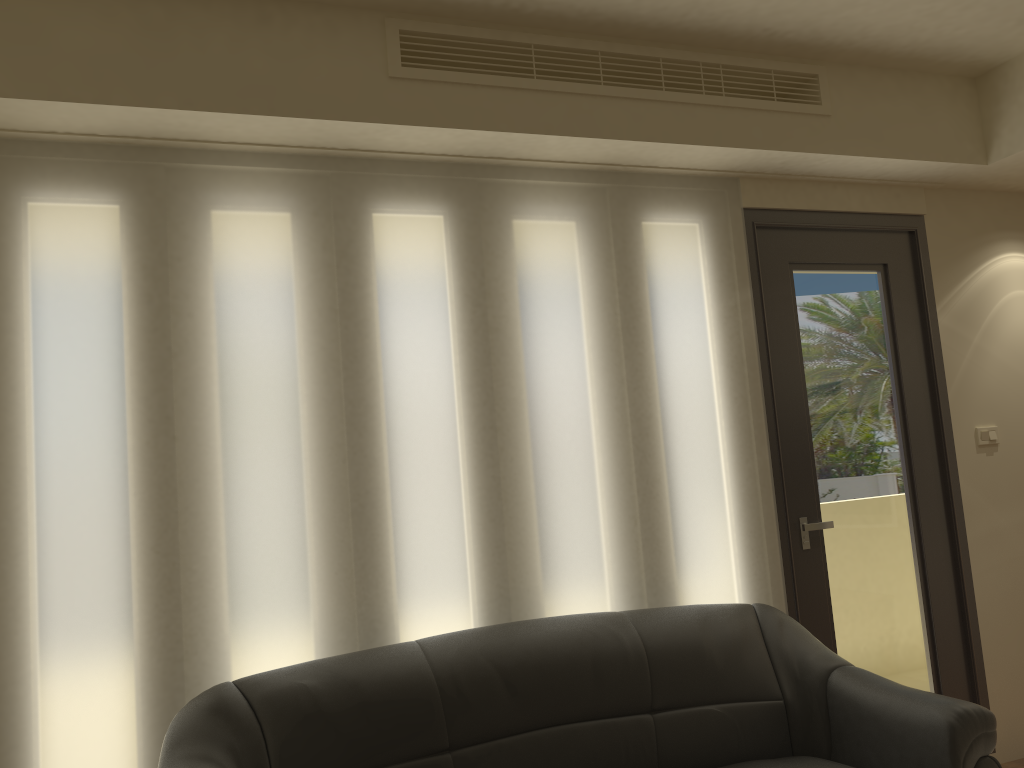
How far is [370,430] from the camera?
3.1m

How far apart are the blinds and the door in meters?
0.1 m

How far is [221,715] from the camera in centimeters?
252cm

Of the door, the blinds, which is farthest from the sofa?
the door

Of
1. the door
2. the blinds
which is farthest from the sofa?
the door

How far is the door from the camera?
3.7 meters

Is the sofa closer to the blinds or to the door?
the blinds

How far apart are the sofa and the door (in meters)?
0.36

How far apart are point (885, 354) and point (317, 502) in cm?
262

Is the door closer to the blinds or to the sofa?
the blinds
